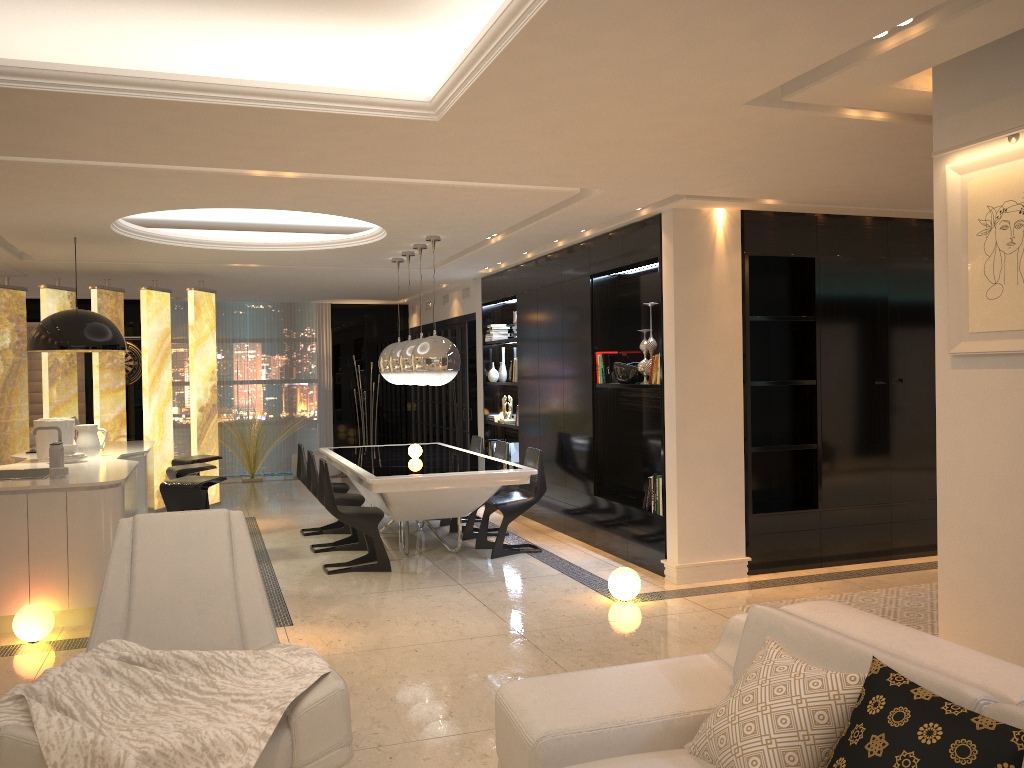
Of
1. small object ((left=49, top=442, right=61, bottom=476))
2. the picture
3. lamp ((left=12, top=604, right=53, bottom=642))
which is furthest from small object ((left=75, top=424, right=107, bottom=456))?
the picture

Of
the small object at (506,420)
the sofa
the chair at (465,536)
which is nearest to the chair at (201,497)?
the chair at (465,536)

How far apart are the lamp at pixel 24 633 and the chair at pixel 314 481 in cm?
255

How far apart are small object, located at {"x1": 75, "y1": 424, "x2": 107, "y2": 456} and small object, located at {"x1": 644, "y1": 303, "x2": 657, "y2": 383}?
4.39m

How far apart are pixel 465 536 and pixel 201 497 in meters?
2.6 m

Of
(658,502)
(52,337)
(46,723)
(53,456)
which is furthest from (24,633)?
(658,502)

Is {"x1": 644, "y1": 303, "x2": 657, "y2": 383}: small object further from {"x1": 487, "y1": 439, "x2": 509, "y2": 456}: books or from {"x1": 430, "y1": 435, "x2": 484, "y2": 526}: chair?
{"x1": 487, "y1": 439, "x2": 509, "y2": 456}: books

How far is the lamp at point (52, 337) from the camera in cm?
665

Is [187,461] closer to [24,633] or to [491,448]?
[24,633]

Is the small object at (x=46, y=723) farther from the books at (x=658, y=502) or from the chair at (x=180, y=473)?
the chair at (x=180, y=473)
